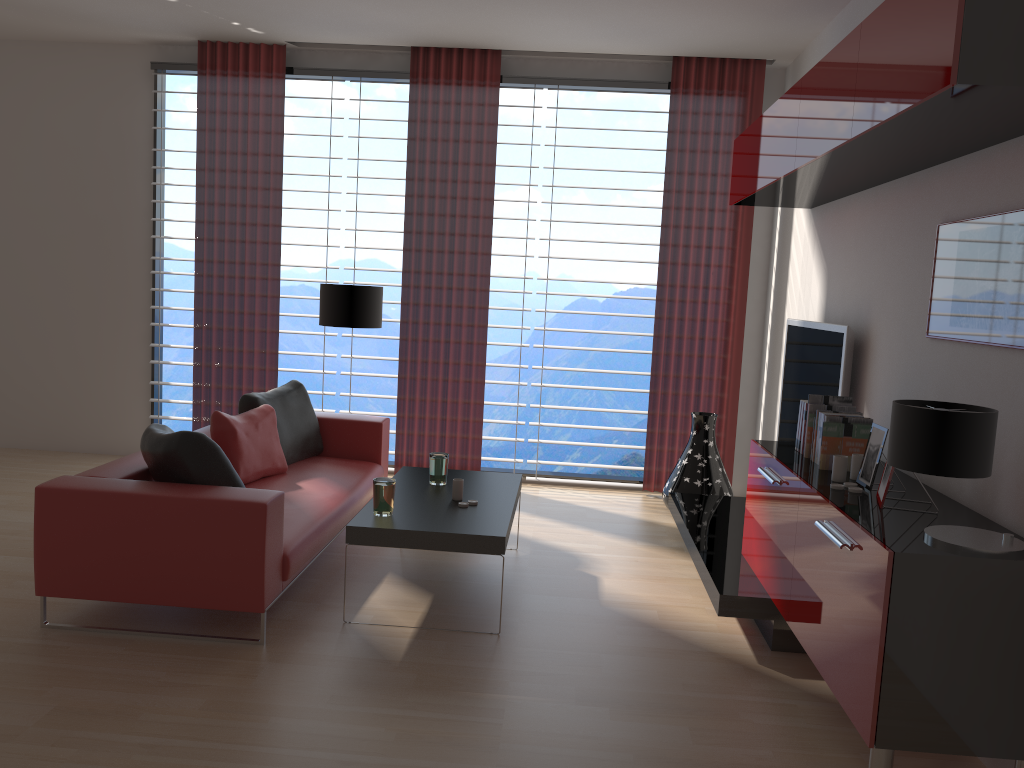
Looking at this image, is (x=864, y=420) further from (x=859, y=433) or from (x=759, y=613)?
(x=759, y=613)

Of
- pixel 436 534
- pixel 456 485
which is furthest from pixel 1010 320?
pixel 456 485

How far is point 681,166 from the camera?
8.5 meters

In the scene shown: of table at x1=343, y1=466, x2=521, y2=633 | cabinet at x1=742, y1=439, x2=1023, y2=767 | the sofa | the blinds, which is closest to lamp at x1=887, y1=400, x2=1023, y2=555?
cabinet at x1=742, y1=439, x2=1023, y2=767

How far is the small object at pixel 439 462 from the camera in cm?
617

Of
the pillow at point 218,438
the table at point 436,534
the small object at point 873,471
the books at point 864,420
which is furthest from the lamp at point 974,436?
the pillow at point 218,438

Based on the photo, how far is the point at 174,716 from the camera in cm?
395

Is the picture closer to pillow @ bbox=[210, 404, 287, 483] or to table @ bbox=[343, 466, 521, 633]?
table @ bbox=[343, 466, 521, 633]

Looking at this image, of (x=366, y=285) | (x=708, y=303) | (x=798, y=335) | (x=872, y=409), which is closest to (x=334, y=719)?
(x=872, y=409)

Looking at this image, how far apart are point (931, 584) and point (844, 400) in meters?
2.1
